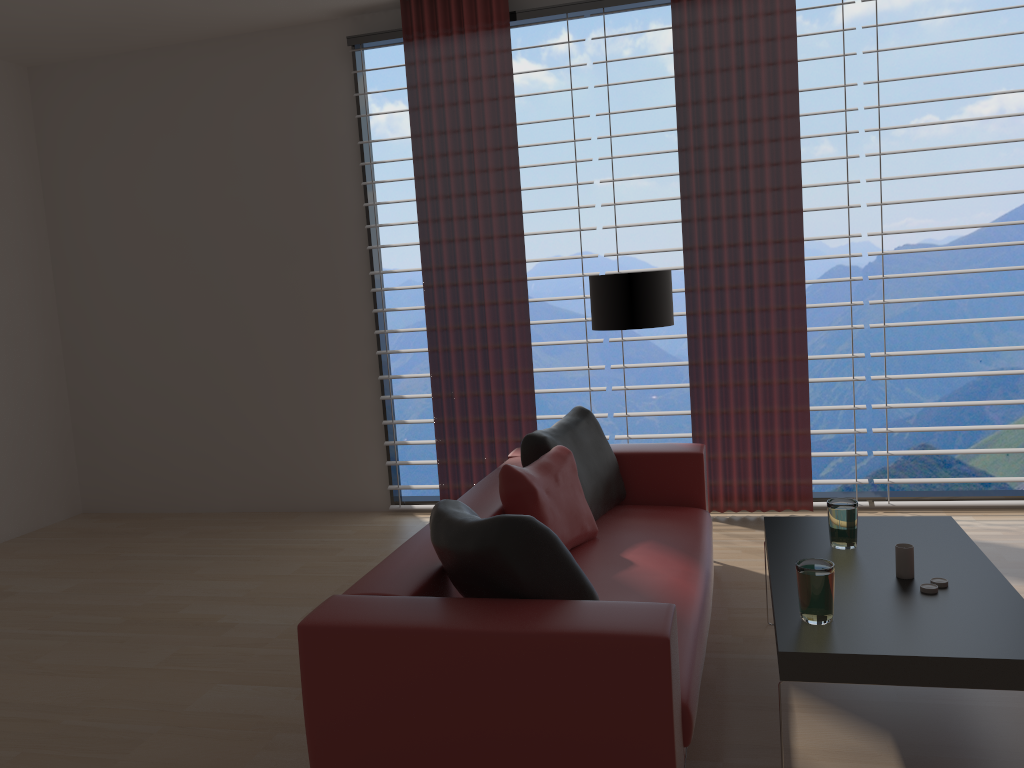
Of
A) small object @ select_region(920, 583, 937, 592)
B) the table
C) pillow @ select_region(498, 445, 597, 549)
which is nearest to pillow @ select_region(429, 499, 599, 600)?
the table

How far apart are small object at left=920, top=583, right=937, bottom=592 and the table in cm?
3

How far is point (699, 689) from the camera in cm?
334

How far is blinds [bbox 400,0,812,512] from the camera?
6.5 meters

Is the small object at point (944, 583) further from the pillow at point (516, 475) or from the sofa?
the pillow at point (516, 475)

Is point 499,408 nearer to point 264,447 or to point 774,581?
point 264,447

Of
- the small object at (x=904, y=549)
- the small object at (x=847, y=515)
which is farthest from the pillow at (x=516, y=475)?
the small object at (x=904, y=549)

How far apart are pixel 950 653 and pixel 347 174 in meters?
6.1 m

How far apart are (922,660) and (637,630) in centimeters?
98cm

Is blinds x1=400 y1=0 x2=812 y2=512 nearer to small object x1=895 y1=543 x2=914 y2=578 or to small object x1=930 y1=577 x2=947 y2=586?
small object x1=895 y1=543 x2=914 y2=578
